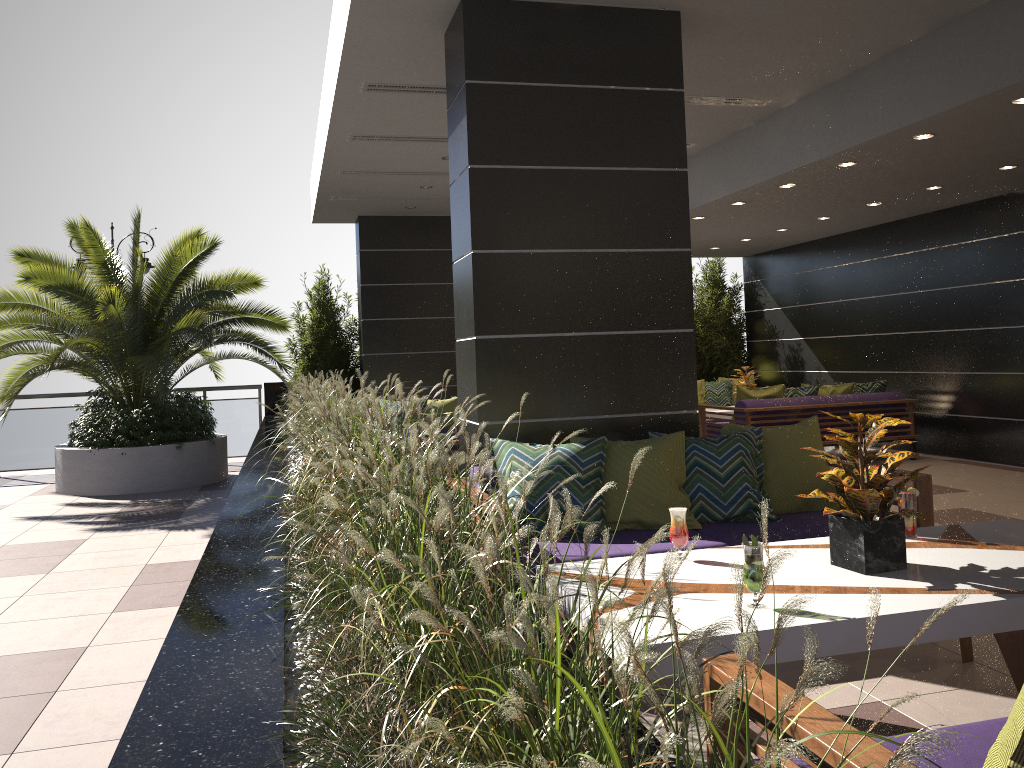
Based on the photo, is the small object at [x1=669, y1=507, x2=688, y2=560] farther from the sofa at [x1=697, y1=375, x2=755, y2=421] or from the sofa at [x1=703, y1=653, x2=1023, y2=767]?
the sofa at [x1=697, y1=375, x2=755, y2=421]

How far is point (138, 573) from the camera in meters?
5.8 m

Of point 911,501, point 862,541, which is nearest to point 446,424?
point 911,501

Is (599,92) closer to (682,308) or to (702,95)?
(682,308)

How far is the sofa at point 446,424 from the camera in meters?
7.1 m

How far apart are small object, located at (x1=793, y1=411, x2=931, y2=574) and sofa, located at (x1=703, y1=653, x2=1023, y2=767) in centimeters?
91cm

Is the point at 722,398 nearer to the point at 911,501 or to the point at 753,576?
the point at 911,501

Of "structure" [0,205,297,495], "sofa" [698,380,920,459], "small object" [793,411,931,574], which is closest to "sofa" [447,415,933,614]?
"small object" [793,411,931,574]

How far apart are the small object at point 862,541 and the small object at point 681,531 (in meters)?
0.45

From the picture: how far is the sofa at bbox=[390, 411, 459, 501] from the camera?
7.1 meters
